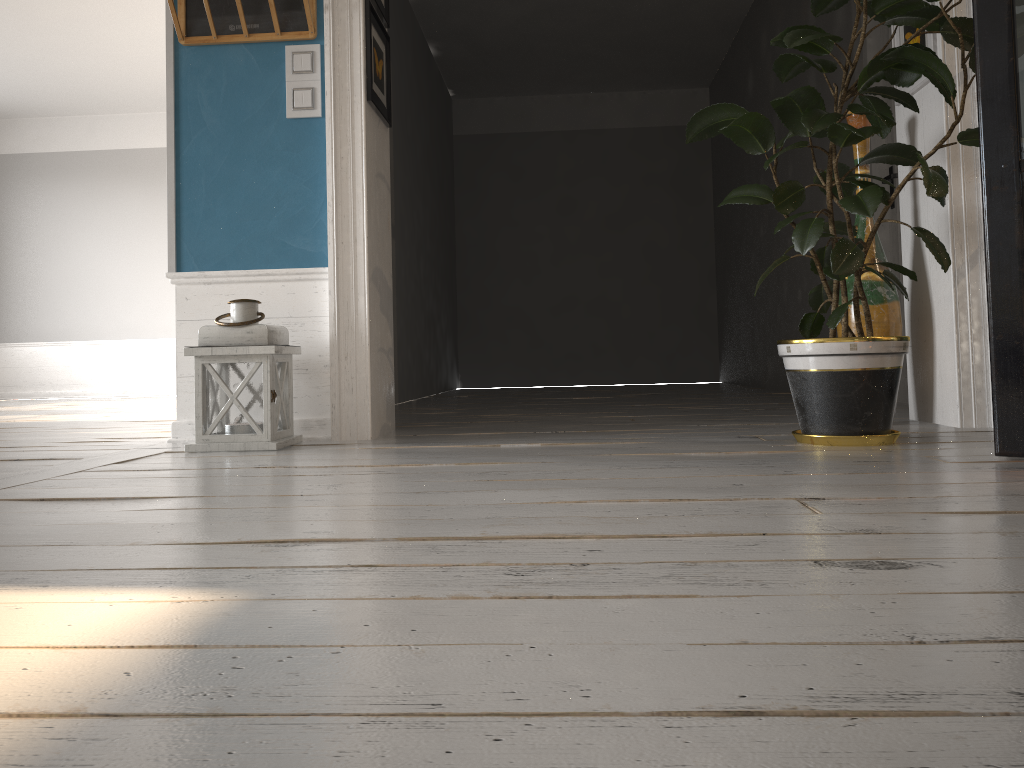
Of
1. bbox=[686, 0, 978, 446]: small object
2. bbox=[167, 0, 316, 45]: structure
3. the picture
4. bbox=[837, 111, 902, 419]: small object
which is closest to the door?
the picture

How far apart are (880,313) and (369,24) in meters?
2.0 m

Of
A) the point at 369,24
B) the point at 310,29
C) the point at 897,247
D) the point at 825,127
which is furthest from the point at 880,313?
the point at 310,29

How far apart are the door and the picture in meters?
1.0

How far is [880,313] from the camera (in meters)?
3.02

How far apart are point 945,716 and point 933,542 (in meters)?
0.61

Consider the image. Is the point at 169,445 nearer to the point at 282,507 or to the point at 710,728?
the point at 282,507

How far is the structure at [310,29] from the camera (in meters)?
3.02

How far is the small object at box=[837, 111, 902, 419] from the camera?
3.02m

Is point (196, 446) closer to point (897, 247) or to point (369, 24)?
point (369, 24)
